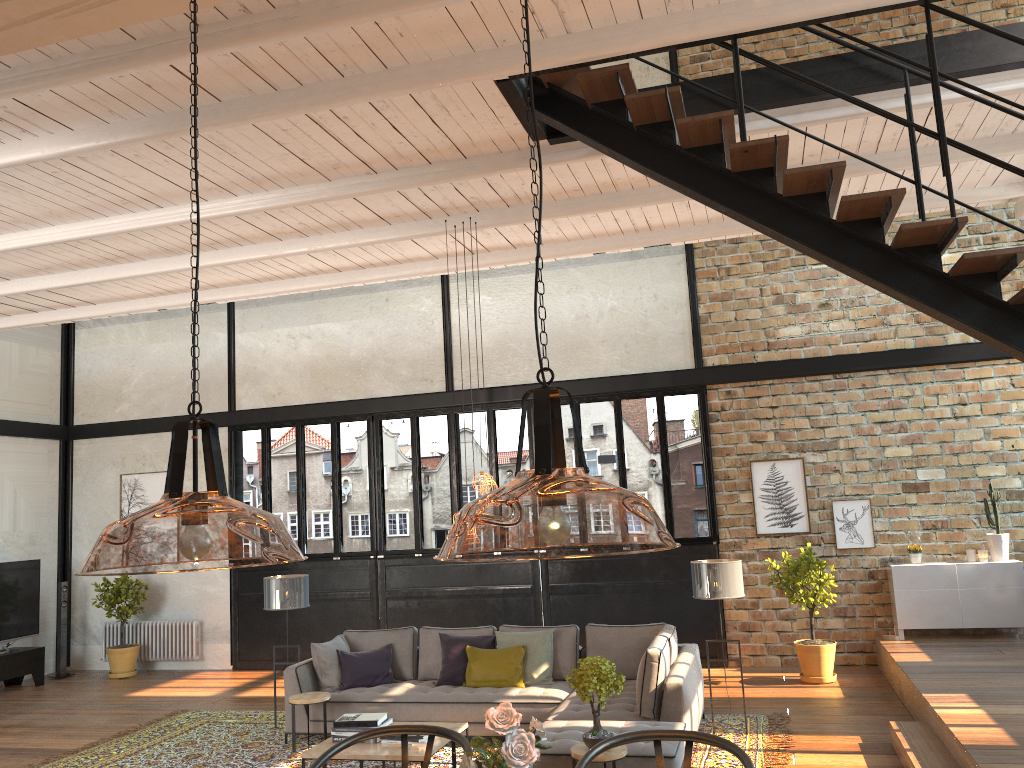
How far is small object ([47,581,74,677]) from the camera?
12.1m

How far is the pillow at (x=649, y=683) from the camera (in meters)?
6.48

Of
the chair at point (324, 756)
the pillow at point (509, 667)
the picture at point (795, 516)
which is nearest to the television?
the pillow at point (509, 667)

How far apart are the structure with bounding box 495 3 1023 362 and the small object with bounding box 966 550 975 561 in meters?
5.8 m

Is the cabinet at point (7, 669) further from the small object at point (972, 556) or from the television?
the small object at point (972, 556)

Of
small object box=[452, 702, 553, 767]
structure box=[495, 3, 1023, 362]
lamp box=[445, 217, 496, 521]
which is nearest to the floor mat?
lamp box=[445, 217, 496, 521]

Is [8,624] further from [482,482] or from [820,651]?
[820,651]

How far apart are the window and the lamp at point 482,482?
4.4 meters

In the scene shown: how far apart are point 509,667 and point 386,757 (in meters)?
2.03

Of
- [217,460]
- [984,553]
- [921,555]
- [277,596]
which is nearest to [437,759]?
[277,596]
